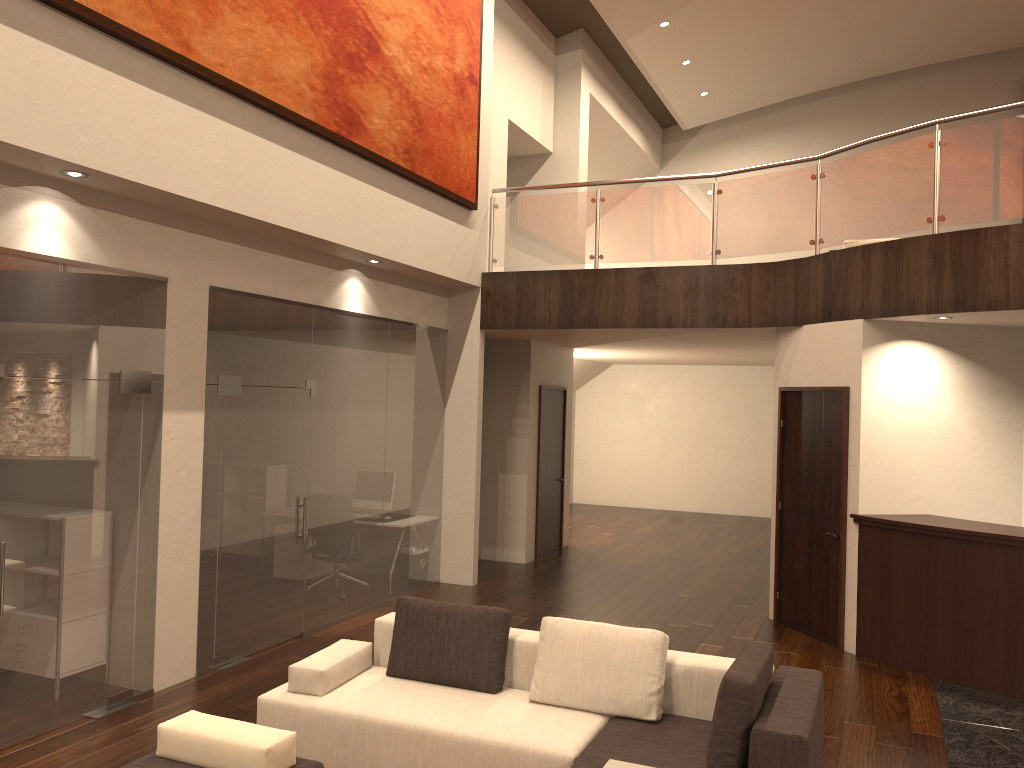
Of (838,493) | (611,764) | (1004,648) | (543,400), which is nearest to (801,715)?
(611,764)

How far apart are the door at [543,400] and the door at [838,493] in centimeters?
367cm

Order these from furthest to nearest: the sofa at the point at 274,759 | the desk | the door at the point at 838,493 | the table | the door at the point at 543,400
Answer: the door at the point at 543,400 → the door at the point at 838,493 → the desk → the table → the sofa at the point at 274,759

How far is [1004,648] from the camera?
6.42m

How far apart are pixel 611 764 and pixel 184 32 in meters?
4.8 m

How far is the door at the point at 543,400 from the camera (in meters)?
11.51

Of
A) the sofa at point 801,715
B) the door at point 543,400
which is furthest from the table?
the door at point 543,400

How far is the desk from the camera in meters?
6.4 m

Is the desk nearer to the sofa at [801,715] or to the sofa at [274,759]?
the sofa at [801,715]

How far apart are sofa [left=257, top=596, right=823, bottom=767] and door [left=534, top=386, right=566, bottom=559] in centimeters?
597cm
